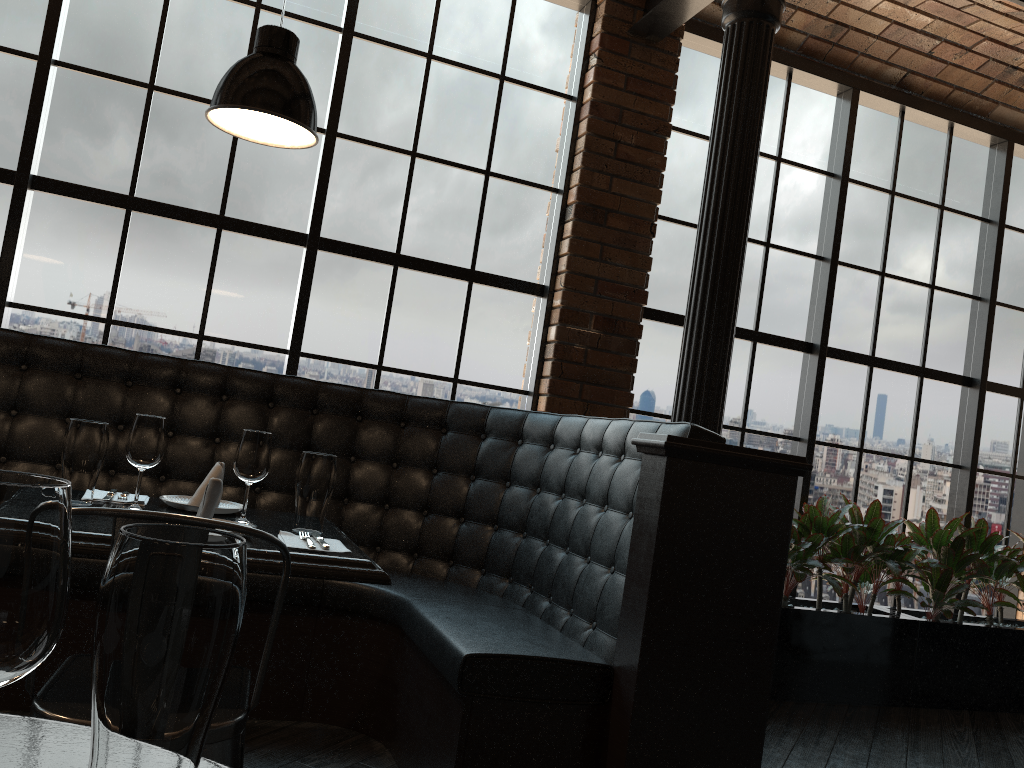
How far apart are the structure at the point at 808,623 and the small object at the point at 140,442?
3.1 meters

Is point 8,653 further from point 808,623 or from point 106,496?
point 808,623

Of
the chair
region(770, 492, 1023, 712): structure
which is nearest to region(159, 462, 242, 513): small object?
the chair

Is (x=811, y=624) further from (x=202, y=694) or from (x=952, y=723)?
(x=202, y=694)

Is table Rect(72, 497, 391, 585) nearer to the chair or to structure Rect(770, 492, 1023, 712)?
the chair

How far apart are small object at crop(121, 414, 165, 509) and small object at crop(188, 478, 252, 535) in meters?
0.3 m

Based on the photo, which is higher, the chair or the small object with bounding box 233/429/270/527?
the small object with bounding box 233/429/270/527

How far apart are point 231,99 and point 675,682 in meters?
1.9

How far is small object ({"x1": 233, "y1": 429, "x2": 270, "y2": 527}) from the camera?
2.25m

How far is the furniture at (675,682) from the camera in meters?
2.4
